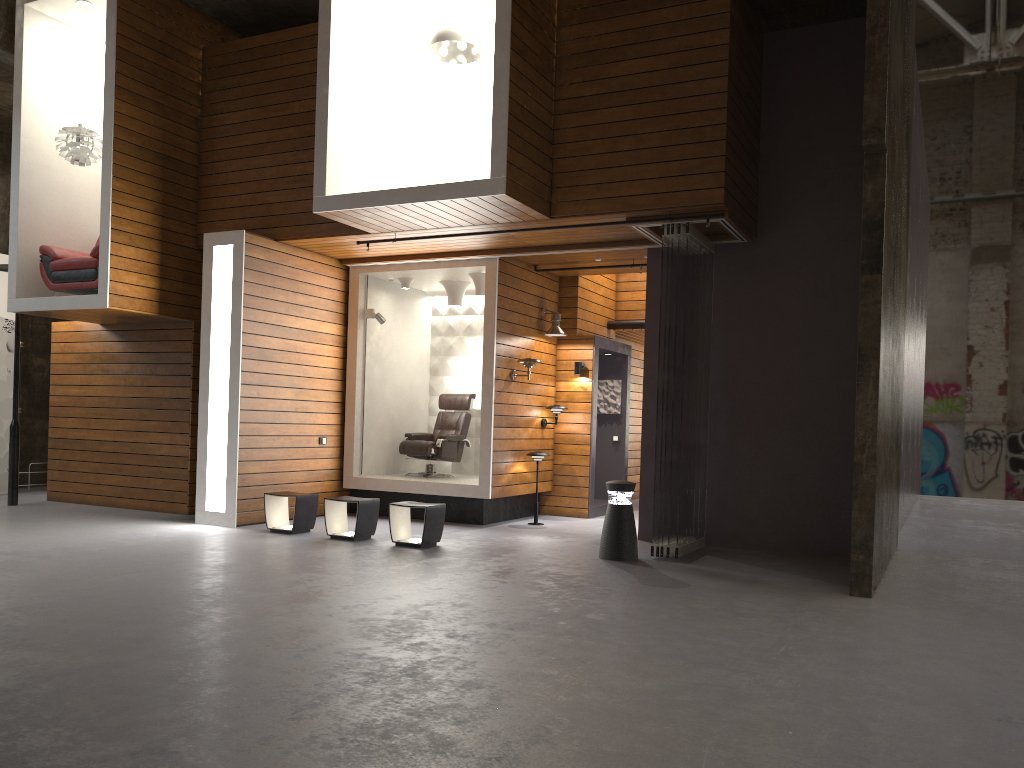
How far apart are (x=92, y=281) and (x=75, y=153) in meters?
1.4

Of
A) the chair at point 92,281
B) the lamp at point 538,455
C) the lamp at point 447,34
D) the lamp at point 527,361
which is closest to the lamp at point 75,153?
the chair at point 92,281

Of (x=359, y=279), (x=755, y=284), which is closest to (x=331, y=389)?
(x=359, y=279)

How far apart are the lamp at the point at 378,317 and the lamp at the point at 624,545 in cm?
419

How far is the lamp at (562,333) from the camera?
10.75m

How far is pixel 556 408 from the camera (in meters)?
10.83

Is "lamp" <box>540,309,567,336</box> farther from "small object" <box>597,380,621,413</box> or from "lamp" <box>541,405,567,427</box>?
"small object" <box>597,380,621,413</box>

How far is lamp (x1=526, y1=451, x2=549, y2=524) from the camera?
10.2 meters

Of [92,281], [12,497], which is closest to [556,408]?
[92,281]

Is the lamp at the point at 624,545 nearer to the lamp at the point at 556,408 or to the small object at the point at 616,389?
the lamp at the point at 556,408
